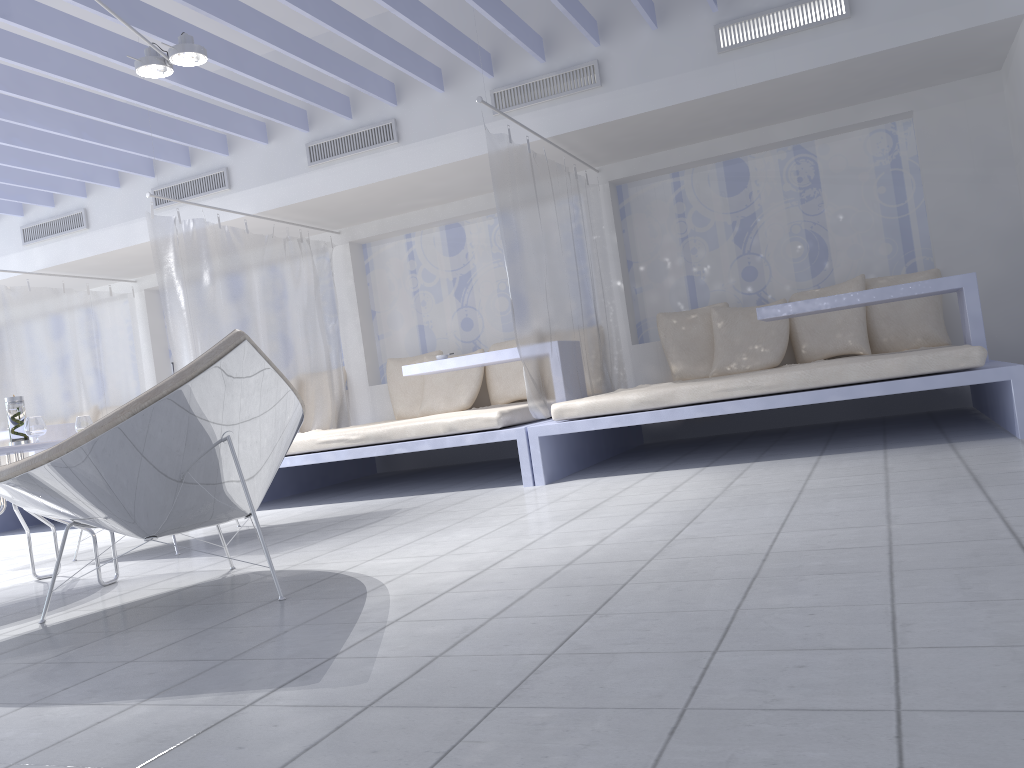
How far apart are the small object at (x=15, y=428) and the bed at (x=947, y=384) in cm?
223

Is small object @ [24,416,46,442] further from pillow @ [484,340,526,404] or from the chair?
pillow @ [484,340,526,404]

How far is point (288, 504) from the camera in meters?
5.4

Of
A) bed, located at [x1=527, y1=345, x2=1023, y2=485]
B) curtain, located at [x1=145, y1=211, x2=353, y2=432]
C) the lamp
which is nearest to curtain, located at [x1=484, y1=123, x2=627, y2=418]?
bed, located at [x1=527, y1=345, x2=1023, y2=485]

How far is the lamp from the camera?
4.1 meters

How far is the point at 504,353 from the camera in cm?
536

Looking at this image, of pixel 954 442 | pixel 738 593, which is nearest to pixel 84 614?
pixel 738 593

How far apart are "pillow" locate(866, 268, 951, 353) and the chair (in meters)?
4.02

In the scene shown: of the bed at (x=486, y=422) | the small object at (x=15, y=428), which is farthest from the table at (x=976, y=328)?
the small object at (x=15, y=428)

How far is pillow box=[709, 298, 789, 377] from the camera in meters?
5.7 m
